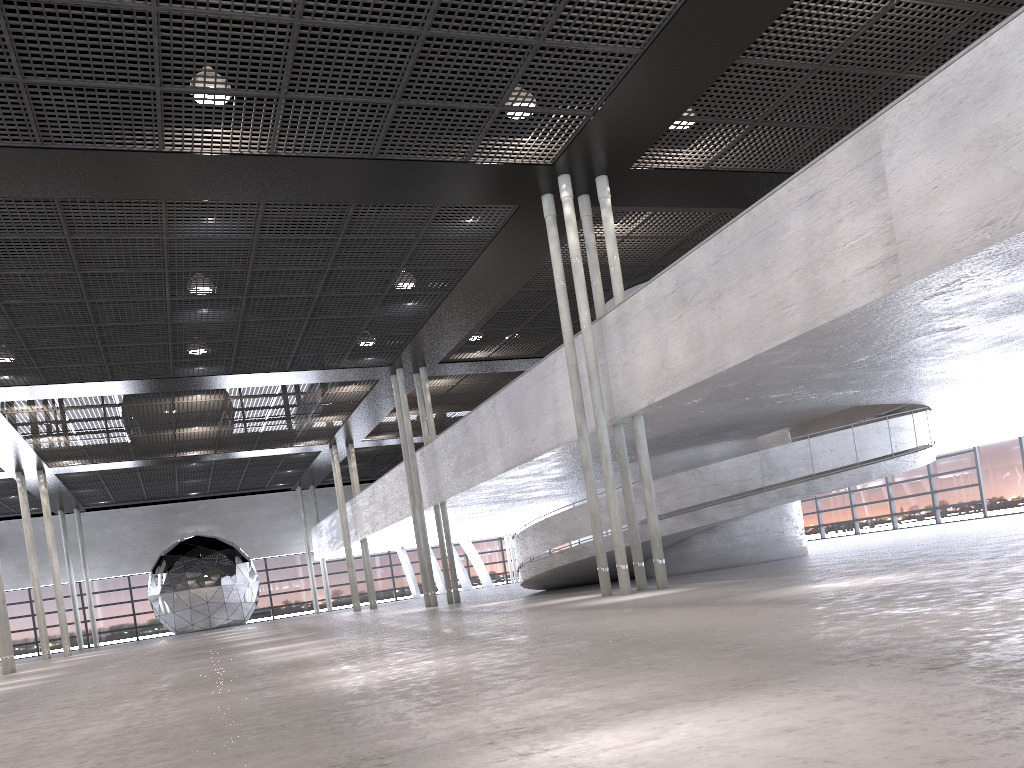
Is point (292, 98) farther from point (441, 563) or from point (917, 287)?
point (441, 563)
